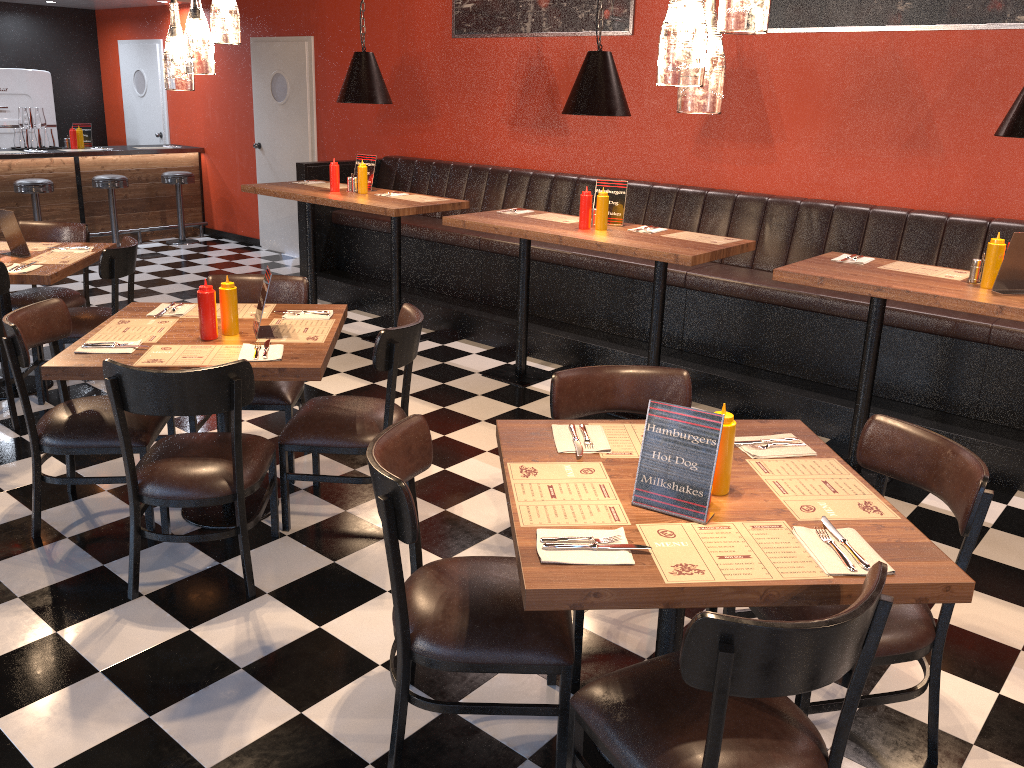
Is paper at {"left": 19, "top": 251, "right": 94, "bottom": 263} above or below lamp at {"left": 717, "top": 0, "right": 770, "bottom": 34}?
below

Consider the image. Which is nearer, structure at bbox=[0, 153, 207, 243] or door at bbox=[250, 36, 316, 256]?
door at bbox=[250, 36, 316, 256]

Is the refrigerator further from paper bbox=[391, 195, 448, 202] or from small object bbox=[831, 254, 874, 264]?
small object bbox=[831, 254, 874, 264]

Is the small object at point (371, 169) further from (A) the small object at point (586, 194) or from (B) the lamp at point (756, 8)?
(B) the lamp at point (756, 8)

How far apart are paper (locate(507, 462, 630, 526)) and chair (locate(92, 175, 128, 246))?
8.0 meters

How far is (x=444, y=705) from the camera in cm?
227

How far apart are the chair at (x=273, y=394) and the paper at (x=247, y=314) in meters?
0.2 m

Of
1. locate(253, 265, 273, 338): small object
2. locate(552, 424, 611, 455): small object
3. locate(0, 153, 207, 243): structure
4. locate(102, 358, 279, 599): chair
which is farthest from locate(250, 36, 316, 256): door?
locate(552, 424, 611, 455): small object

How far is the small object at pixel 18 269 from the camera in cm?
451

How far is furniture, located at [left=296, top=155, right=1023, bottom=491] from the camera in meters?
4.5
